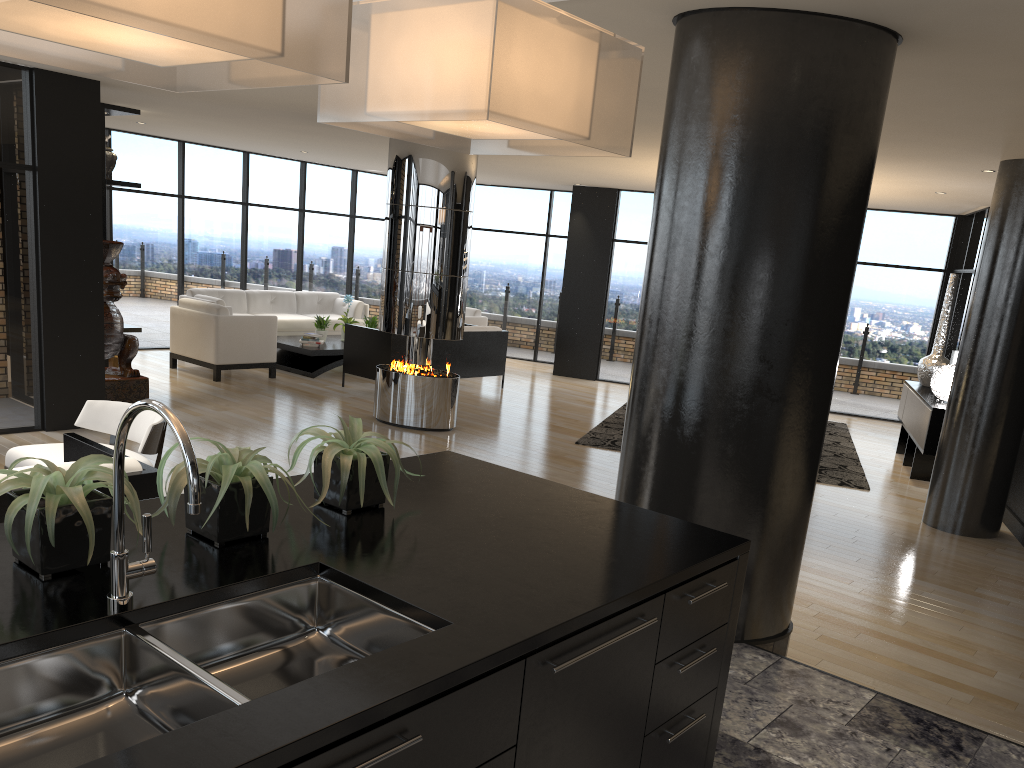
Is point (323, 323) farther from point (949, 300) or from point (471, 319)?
point (949, 300)

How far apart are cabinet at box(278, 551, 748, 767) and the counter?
0.02m

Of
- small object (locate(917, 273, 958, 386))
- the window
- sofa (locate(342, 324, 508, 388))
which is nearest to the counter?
the window

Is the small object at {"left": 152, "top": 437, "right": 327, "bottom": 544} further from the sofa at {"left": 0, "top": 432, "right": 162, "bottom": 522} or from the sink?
the sofa at {"left": 0, "top": 432, "right": 162, "bottom": 522}

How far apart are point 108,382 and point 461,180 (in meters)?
3.68

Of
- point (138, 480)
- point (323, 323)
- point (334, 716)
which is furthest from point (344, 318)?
point (334, 716)

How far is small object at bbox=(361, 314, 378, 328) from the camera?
12.30m

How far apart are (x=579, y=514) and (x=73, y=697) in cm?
138

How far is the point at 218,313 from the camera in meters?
10.0

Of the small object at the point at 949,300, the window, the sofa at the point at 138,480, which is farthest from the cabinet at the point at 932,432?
the sofa at the point at 138,480
